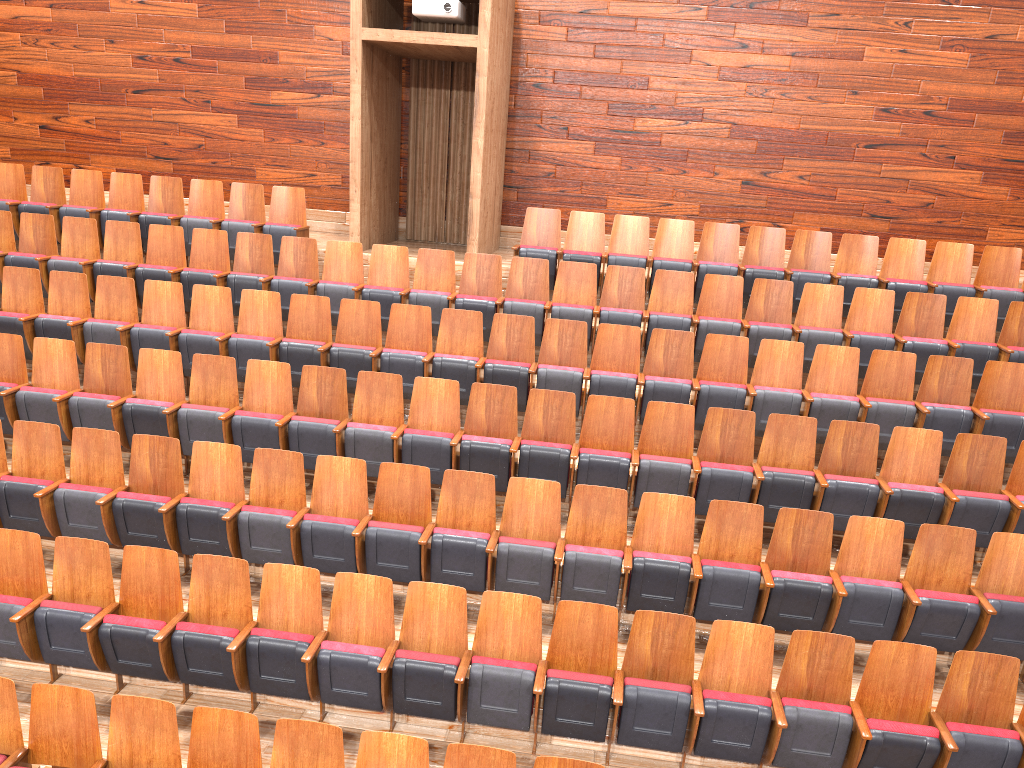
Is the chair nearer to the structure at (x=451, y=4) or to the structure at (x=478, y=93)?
the structure at (x=478, y=93)

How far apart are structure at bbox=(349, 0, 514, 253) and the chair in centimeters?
5cm

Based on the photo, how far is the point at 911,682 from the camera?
0.4m

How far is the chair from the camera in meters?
0.4 m

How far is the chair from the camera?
0.4m

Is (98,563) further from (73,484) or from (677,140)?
(677,140)

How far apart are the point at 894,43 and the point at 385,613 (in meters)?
0.73

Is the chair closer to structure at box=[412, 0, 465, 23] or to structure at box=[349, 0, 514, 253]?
structure at box=[349, 0, 514, 253]

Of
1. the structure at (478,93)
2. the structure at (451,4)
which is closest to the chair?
the structure at (478,93)

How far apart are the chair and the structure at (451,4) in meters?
0.2 m
